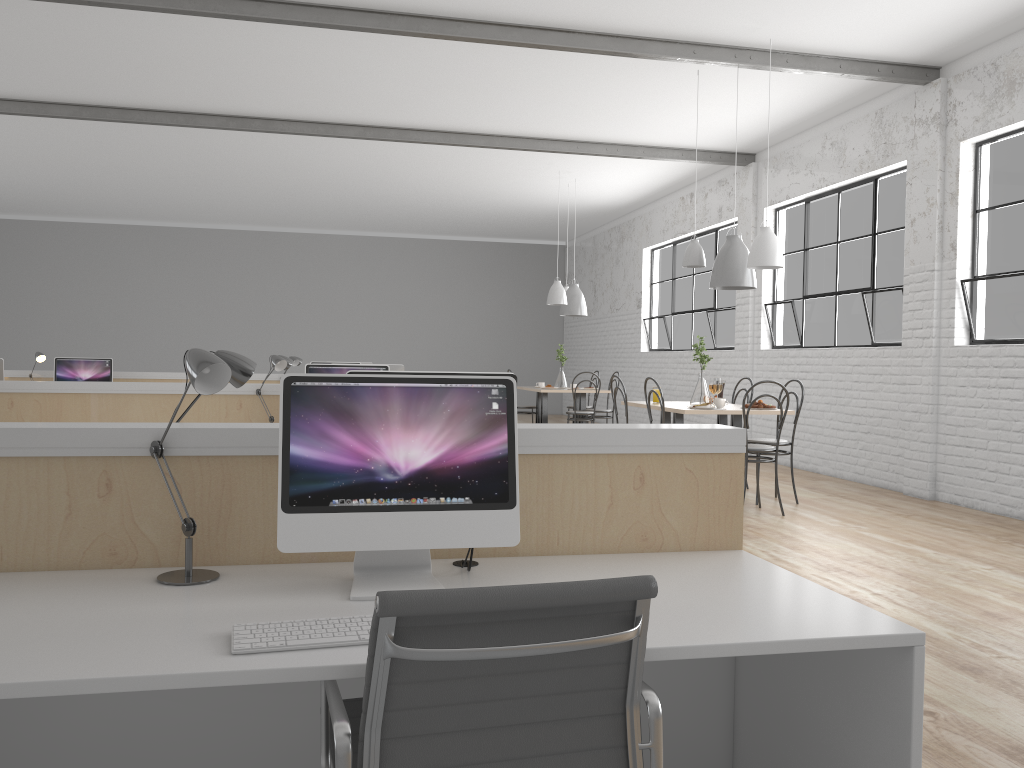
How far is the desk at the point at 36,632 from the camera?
1.3 meters

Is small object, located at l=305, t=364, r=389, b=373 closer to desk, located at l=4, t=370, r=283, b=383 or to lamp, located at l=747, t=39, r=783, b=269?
lamp, located at l=747, t=39, r=783, b=269

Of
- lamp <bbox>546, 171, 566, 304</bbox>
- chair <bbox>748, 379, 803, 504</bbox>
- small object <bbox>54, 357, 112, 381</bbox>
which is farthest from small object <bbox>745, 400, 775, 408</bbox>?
small object <bbox>54, 357, 112, 381</bbox>

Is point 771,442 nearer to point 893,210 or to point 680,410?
point 680,410

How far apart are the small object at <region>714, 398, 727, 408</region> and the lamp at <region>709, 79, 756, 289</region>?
0.7m

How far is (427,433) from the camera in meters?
1.5 m

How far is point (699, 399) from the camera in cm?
518

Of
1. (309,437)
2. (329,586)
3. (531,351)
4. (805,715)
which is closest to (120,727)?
(329,586)

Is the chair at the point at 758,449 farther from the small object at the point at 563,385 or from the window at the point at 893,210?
the small object at the point at 563,385

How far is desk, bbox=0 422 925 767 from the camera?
1.3 meters
